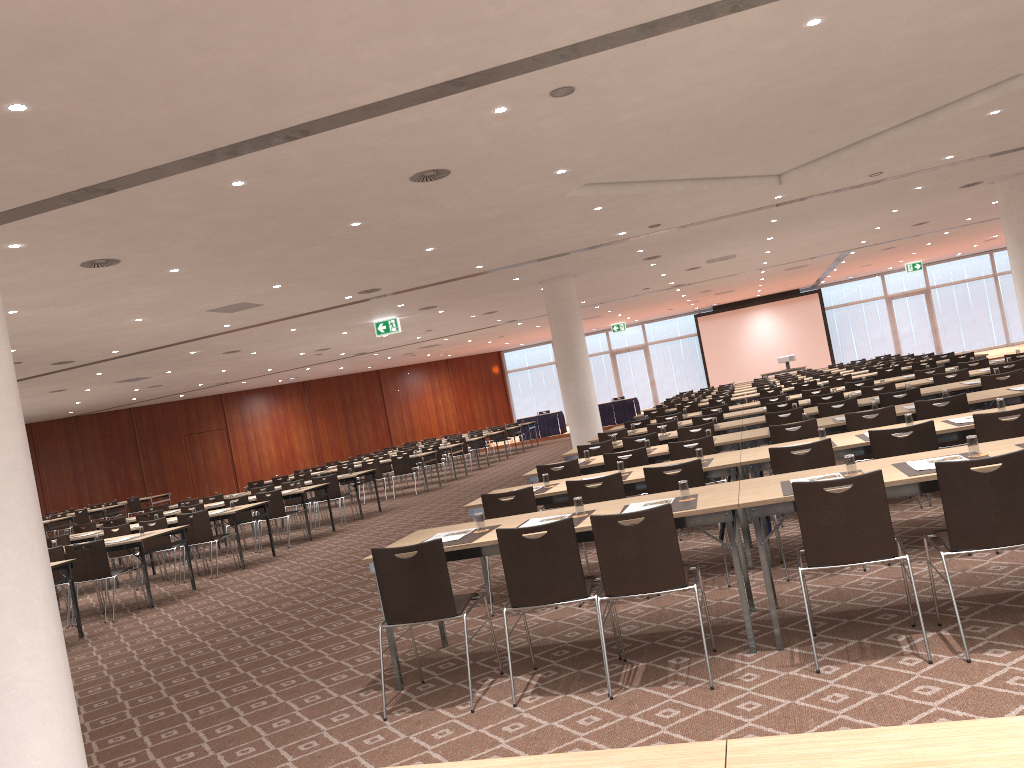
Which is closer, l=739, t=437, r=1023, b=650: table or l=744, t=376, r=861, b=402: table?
l=739, t=437, r=1023, b=650: table

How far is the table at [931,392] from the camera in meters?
10.1 m

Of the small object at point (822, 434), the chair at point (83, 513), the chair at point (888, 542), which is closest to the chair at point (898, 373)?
the small object at point (822, 434)

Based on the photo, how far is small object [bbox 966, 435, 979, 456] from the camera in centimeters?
488cm

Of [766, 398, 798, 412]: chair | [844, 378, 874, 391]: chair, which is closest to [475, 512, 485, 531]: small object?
[766, 398, 798, 412]: chair

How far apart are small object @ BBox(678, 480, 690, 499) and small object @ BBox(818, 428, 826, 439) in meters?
2.2

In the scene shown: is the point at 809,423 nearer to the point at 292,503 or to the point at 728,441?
the point at 728,441

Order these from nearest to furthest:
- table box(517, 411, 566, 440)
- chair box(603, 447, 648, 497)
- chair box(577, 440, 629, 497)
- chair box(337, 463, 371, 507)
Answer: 1. chair box(603, 447, 648, 497)
2. chair box(577, 440, 629, 497)
3. chair box(337, 463, 371, 507)
4. table box(517, 411, 566, 440)

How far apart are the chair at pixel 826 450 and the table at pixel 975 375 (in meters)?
6.55

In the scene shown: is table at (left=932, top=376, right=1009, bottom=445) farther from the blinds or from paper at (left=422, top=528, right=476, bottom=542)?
the blinds
